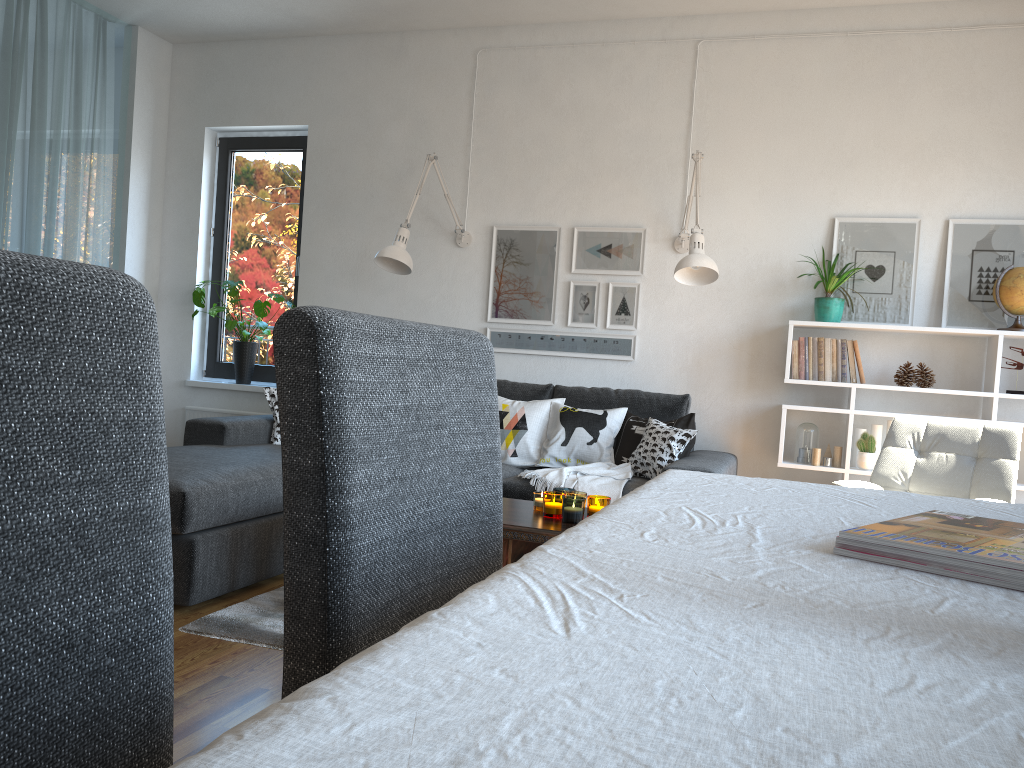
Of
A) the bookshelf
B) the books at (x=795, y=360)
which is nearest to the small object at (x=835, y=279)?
the bookshelf

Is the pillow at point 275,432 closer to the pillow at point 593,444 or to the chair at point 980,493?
the pillow at point 593,444

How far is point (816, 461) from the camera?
4.2 meters

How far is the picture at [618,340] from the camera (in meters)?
4.70

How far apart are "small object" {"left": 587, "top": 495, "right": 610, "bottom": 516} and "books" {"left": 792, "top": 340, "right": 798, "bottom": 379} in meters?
1.7 m

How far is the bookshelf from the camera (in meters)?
3.92

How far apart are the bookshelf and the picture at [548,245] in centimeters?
127cm

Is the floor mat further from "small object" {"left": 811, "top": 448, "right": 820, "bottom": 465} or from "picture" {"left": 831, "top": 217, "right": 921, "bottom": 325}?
"picture" {"left": 831, "top": 217, "right": 921, "bottom": 325}

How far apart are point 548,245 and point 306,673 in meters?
4.1 m

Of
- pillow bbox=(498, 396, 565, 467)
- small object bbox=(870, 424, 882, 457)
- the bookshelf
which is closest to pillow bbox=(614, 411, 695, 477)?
pillow bbox=(498, 396, 565, 467)
